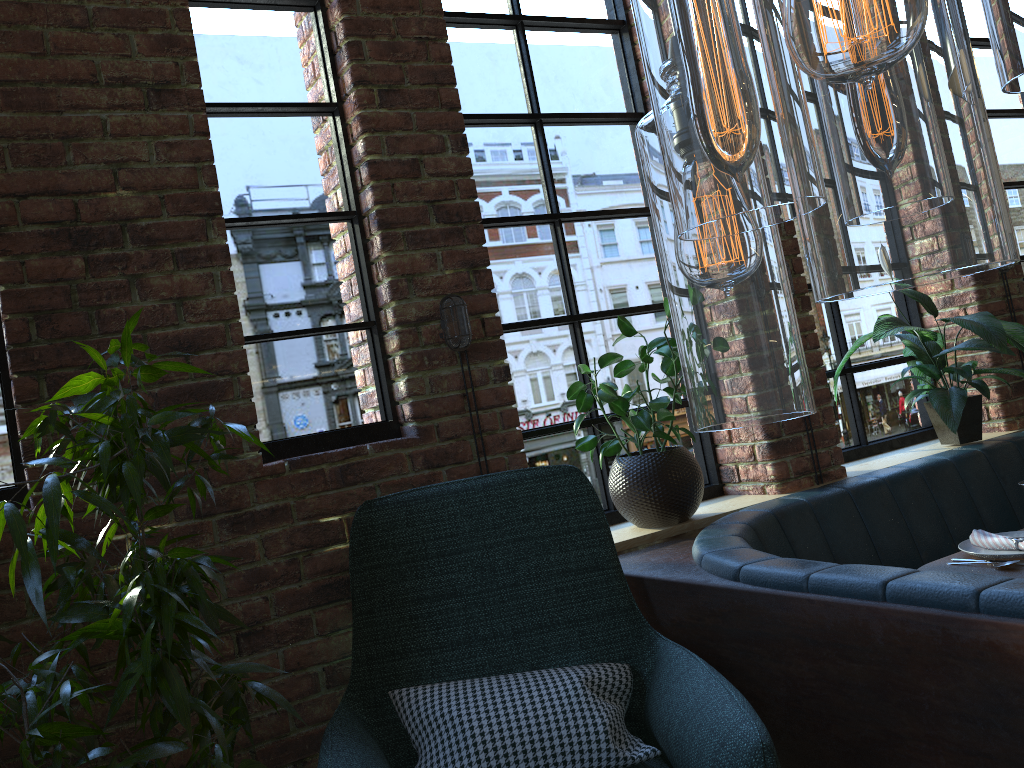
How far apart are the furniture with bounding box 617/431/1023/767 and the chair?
0.1m

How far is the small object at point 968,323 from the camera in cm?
310

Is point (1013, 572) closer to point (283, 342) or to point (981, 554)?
point (981, 554)

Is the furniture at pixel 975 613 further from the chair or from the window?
the window

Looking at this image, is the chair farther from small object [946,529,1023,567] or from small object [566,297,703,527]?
small object [946,529,1023,567]

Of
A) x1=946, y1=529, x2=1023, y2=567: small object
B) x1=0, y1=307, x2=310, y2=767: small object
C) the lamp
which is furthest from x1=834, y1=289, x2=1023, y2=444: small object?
the lamp

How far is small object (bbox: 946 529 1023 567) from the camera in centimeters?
227cm

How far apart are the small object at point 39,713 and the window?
0.22m

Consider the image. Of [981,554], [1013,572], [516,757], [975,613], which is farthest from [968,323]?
[516,757]

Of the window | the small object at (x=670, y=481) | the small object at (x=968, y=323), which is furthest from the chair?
the small object at (x=968, y=323)
